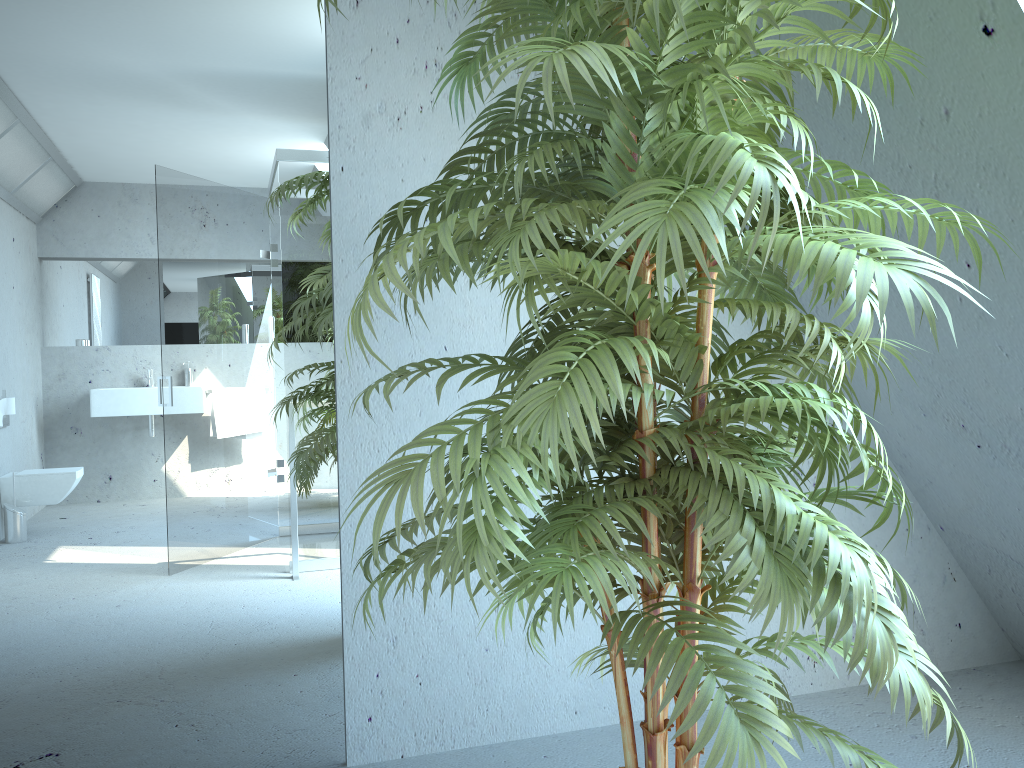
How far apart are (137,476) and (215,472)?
0.2 meters

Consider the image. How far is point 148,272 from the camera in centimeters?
214cm

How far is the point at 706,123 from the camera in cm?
103

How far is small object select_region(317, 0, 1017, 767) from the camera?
1.0 meters

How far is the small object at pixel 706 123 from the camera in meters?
1.0 m

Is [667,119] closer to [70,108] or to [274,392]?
[274,392]
